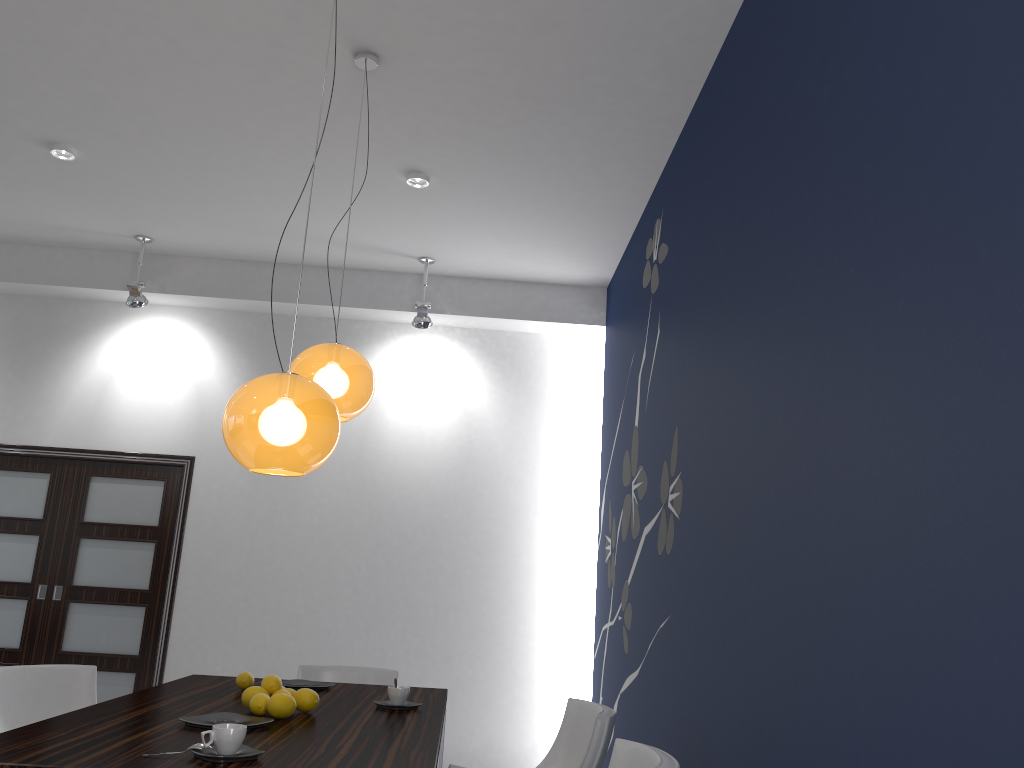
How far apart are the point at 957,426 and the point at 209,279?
5.81m

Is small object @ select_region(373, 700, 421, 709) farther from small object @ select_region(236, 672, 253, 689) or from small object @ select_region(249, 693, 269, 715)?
small object @ select_region(236, 672, 253, 689)

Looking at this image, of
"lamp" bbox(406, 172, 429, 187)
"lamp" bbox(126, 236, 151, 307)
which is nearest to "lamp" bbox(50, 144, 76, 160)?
"lamp" bbox(126, 236, 151, 307)

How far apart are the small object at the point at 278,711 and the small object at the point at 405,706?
0.5 meters

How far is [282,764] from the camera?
2.1 meters

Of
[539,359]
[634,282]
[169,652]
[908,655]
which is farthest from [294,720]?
[539,359]

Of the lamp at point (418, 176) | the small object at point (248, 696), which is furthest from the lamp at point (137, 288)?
the small object at point (248, 696)

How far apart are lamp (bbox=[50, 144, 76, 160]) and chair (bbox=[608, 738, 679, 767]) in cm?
433

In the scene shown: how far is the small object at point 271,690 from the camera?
3.0m

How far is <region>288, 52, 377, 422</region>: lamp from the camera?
3.45m
